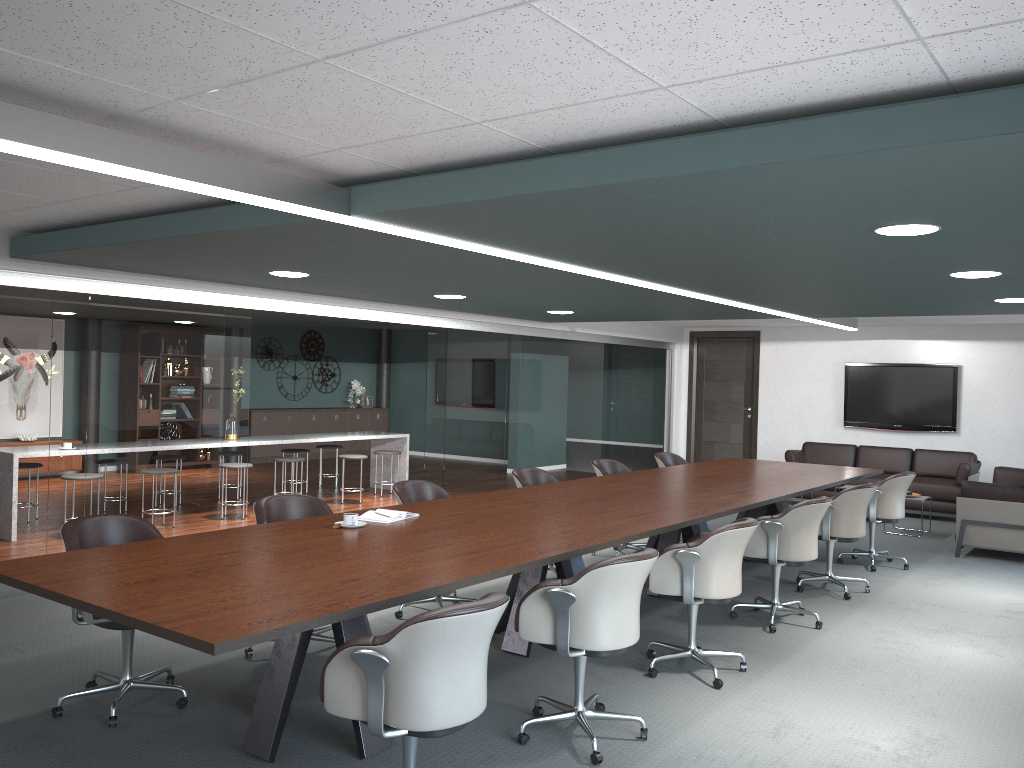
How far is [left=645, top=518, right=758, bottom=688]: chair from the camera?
4.1m

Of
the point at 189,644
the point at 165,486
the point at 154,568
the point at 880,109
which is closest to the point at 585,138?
the point at 880,109

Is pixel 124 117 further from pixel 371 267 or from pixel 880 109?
pixel 371 267

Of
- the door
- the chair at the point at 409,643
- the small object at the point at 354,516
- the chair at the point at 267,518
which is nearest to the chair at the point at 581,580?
the chair at the point at 409,643

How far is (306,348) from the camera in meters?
14.7 m

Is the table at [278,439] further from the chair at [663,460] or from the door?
the door

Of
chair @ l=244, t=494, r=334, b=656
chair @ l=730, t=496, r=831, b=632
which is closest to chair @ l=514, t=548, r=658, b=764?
chair @ l=244, t=494, r=334, b=656

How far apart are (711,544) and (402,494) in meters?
1.9 m

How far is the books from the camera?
4.2m

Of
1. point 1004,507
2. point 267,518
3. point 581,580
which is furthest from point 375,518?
point 1004,507
